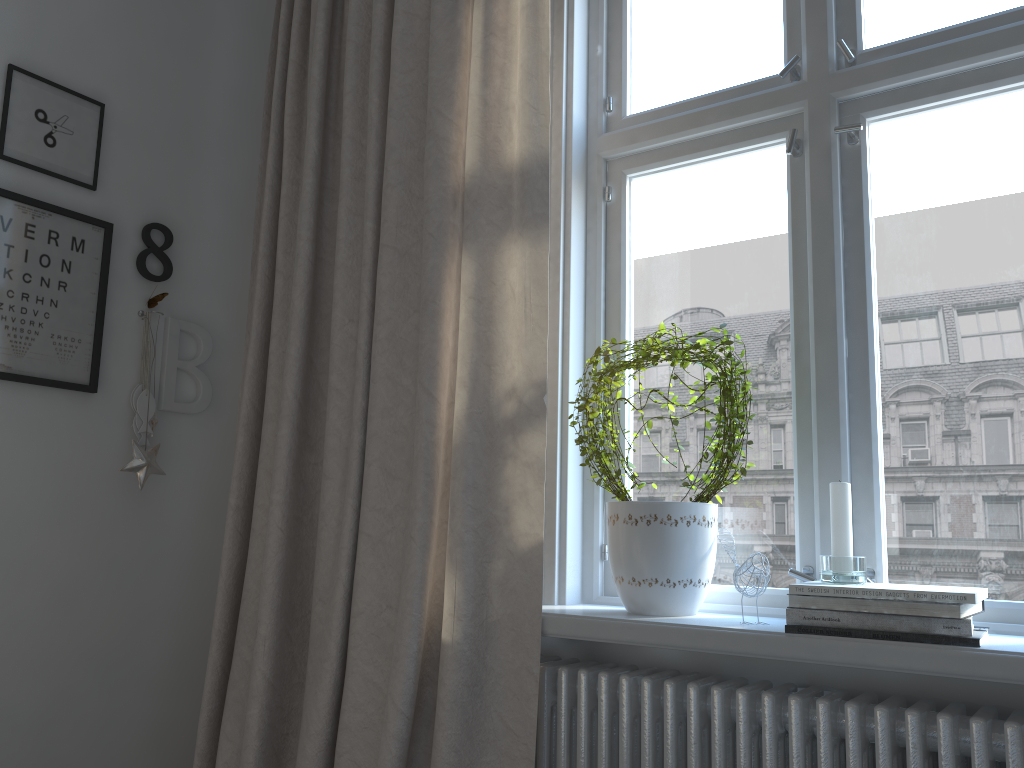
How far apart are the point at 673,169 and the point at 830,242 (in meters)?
0.43

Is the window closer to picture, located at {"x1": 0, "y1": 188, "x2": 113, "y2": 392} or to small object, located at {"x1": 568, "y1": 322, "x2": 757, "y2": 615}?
small object, located at {"x1": 568, "y1": 322, "x2": 757, "y2": 615}

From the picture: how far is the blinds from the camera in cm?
167

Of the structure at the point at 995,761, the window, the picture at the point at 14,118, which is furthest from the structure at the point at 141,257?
the structure at the point at 995,761

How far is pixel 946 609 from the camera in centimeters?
129cm

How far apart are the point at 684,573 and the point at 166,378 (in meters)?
1.38

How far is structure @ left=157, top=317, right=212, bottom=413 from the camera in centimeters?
223cm

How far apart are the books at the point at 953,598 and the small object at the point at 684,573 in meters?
0.2

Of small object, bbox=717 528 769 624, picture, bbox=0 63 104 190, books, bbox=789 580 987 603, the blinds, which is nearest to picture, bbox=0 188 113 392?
picture, bbox=0 63 104 190

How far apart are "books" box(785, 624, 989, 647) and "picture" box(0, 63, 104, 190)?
1.8m
